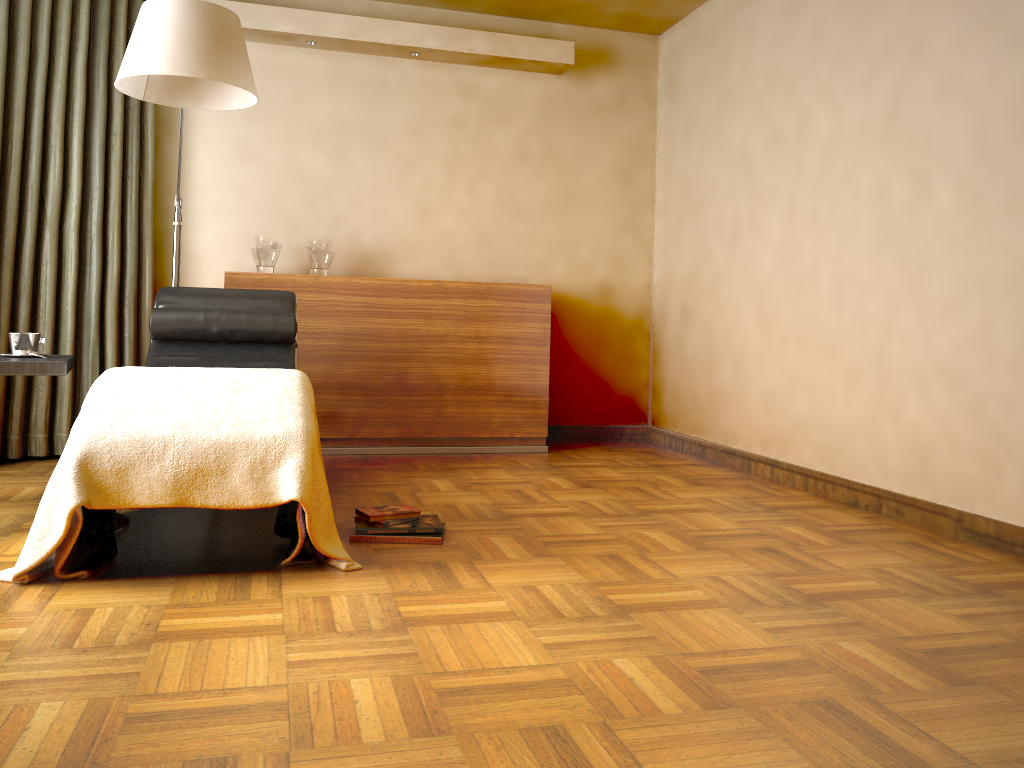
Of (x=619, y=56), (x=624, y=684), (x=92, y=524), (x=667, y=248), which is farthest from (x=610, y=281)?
(x=624, y=684)

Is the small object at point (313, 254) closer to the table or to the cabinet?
the cabinet

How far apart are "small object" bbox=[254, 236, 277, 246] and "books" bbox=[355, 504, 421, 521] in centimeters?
208cm

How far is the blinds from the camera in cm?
382

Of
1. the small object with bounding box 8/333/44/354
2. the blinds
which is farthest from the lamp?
the small object with bounding box 8/333/44/354

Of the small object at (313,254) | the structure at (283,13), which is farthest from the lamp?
the structure at (283,13)

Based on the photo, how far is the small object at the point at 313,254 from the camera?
4.5m

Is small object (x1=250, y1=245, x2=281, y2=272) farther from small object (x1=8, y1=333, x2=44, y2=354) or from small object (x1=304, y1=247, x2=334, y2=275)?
small object (x1=8, y1=333, x2=44, y2=354)

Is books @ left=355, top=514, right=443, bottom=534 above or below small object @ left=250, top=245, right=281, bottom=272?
below

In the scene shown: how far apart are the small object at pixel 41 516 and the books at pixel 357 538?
0.2 meters
